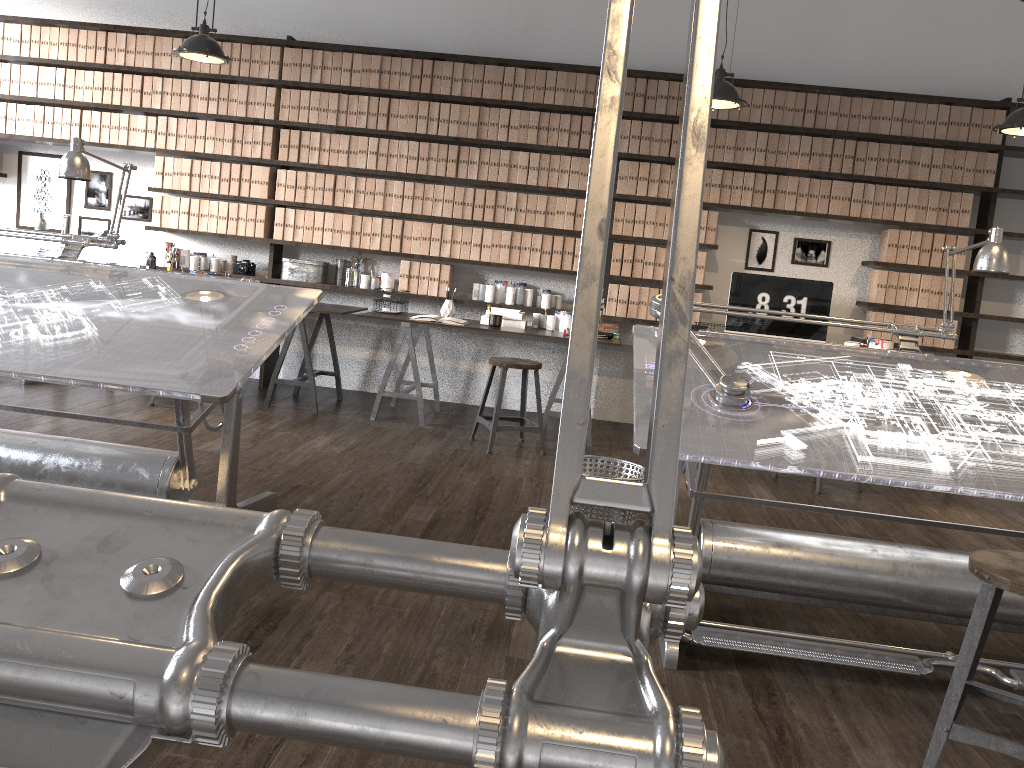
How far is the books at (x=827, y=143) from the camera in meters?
5.7 m

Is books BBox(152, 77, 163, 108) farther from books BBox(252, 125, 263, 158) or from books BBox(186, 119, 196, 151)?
books BBox(252, 125, 263, 158)

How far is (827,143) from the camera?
5.7 meters

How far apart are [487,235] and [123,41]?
2.9 meters

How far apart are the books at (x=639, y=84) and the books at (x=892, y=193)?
1.7 meters

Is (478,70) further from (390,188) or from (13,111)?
(13,111)

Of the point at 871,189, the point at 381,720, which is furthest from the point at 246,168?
the point at 381,720

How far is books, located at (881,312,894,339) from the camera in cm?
584

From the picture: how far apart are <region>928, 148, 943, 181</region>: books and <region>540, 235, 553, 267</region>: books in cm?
250

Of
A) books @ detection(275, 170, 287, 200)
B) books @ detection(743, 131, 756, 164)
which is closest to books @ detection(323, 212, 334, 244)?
books @ detection(275, 170, 287, 200)
